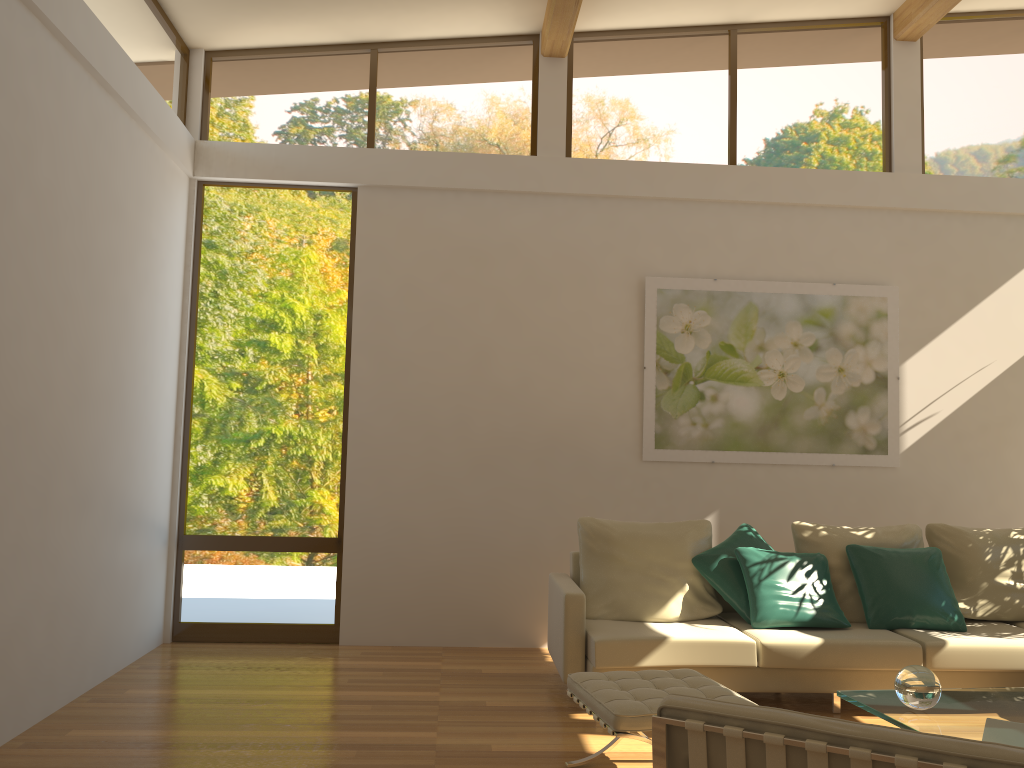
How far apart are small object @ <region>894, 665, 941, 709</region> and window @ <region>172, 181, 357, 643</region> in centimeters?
378cm

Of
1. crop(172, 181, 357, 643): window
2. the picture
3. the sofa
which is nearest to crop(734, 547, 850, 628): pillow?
the sofa

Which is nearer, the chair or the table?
the chair

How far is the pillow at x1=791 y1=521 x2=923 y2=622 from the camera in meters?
5.1 m

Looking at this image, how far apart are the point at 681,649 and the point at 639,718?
1.39m

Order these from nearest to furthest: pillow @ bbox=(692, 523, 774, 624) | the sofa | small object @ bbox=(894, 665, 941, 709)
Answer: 1. small object @ bbox=(894, 665, 941, 709)
2. the sofa
3. pillow @ bbox=(692, 523, 774, 624)

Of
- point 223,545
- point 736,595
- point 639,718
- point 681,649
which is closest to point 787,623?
point 736,595

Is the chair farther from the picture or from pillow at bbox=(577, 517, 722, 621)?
the picture

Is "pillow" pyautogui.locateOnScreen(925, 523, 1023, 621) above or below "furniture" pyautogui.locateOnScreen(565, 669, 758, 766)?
above

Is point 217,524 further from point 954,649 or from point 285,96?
point 954,649
